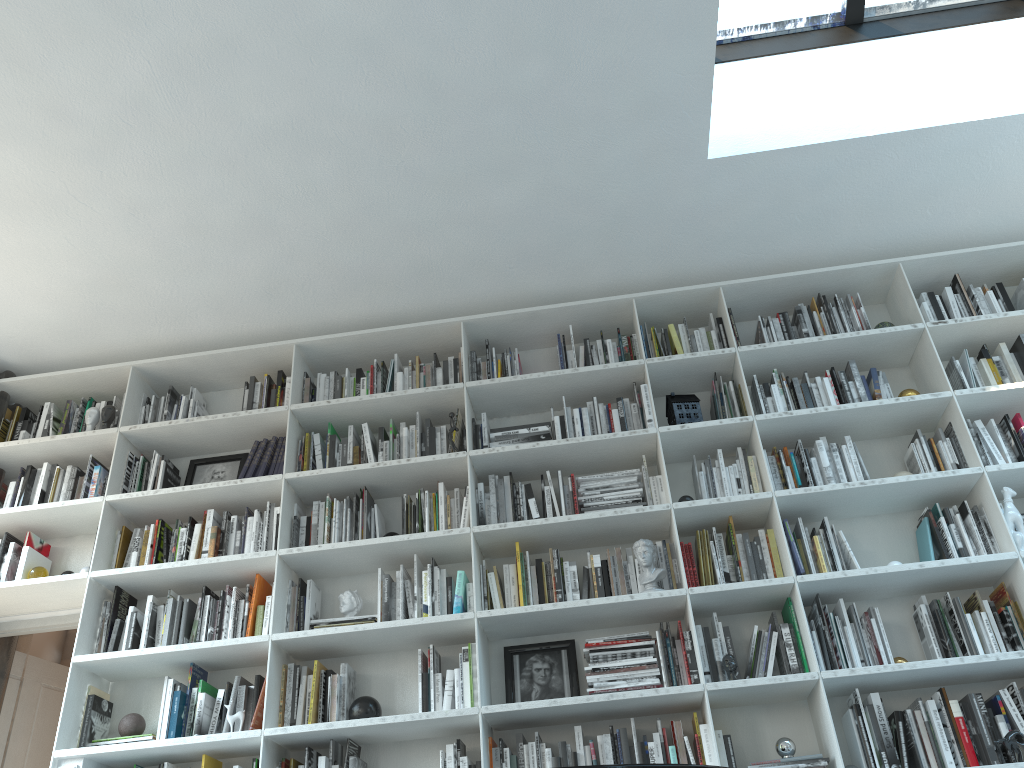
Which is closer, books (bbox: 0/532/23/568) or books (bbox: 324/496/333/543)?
books (bbox: 324/496/333/543)

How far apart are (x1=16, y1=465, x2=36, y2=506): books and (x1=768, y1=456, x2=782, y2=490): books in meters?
3.5 m

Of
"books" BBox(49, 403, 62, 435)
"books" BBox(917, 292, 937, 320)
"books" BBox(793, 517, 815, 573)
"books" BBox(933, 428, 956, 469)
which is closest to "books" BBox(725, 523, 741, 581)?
"books" BBox(793, 517, 815, 573)

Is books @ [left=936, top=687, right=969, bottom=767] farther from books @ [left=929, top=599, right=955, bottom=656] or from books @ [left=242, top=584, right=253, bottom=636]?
books @ [left=242, top=584, right=253, bottom=636]

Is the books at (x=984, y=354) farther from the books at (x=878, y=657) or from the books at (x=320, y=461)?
the books at (x=320, y=461)

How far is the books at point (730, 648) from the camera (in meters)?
3.46

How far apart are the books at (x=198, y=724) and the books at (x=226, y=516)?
0.8 meters

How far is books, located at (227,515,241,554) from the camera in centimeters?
398cm

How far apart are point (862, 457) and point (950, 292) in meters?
0.9

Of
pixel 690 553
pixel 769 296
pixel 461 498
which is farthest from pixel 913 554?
pixel 461 498
